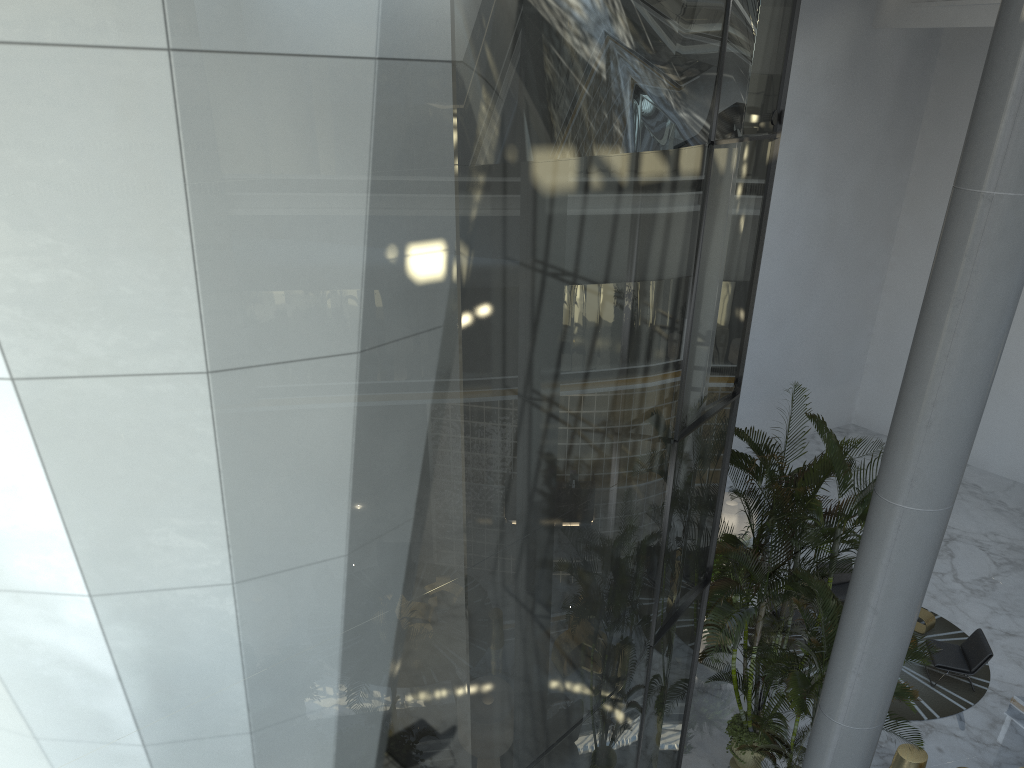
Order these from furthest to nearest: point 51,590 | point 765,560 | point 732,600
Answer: point 732,600 → point 765,560 → point 51,590

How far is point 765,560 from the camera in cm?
793

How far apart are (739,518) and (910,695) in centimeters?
632cm

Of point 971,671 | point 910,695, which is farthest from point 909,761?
point 910,695

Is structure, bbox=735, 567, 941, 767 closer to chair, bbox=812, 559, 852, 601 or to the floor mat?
the floor mat

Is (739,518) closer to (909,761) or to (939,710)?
(939,710)

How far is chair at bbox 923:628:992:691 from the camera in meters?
11.1

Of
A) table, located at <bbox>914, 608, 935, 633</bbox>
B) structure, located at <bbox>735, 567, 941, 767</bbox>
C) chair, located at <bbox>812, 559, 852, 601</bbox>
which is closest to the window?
structure, located at <bbox>735, 567, 941, 767</bbox>

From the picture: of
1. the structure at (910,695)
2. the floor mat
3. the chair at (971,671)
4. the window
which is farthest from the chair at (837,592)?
the window

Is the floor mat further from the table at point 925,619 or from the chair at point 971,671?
the chair at point 971,671
